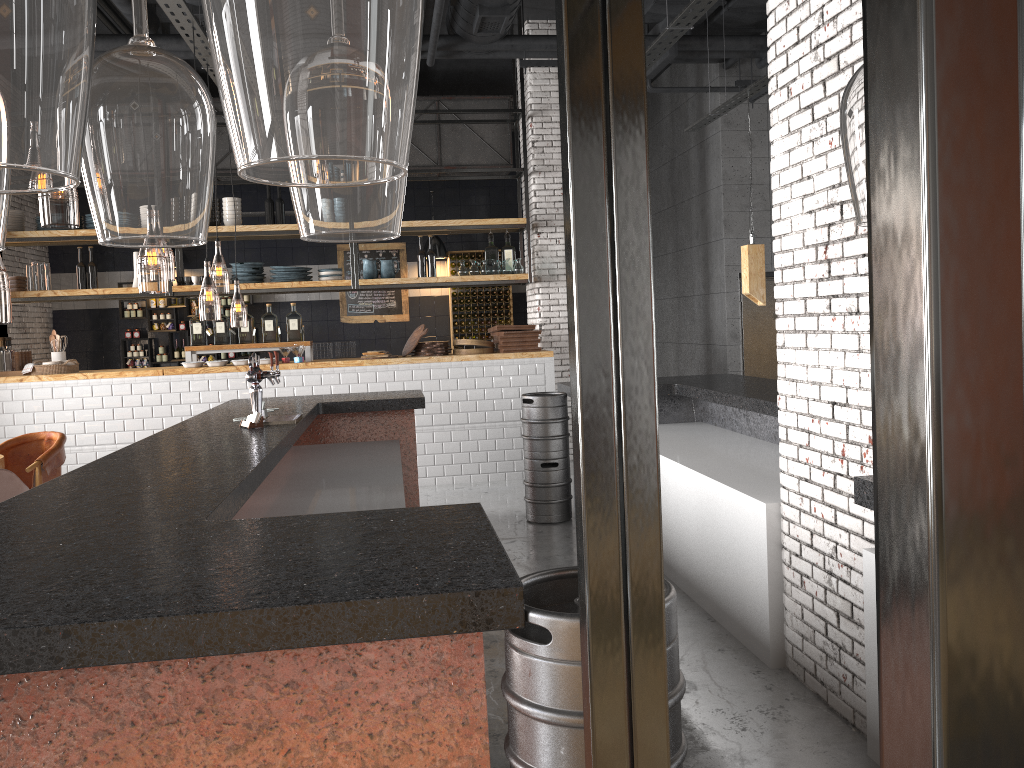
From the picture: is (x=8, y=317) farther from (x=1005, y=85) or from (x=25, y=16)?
(x=1005, y=85)

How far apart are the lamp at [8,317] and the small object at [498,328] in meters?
5.3 m

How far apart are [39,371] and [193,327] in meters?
1.5 m

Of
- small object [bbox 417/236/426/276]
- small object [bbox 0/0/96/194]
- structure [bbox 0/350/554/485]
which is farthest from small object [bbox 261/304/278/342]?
small object [bbox 0/0/96/194]

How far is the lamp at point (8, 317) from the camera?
12.5m

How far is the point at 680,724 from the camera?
1.88m

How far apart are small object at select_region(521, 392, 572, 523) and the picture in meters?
5.8 m

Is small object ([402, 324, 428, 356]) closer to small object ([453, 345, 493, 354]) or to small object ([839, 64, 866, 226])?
small object ([453, 345, 493, 354])

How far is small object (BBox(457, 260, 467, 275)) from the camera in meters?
9.6 m

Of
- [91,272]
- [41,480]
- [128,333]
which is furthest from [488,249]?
[128,333]
